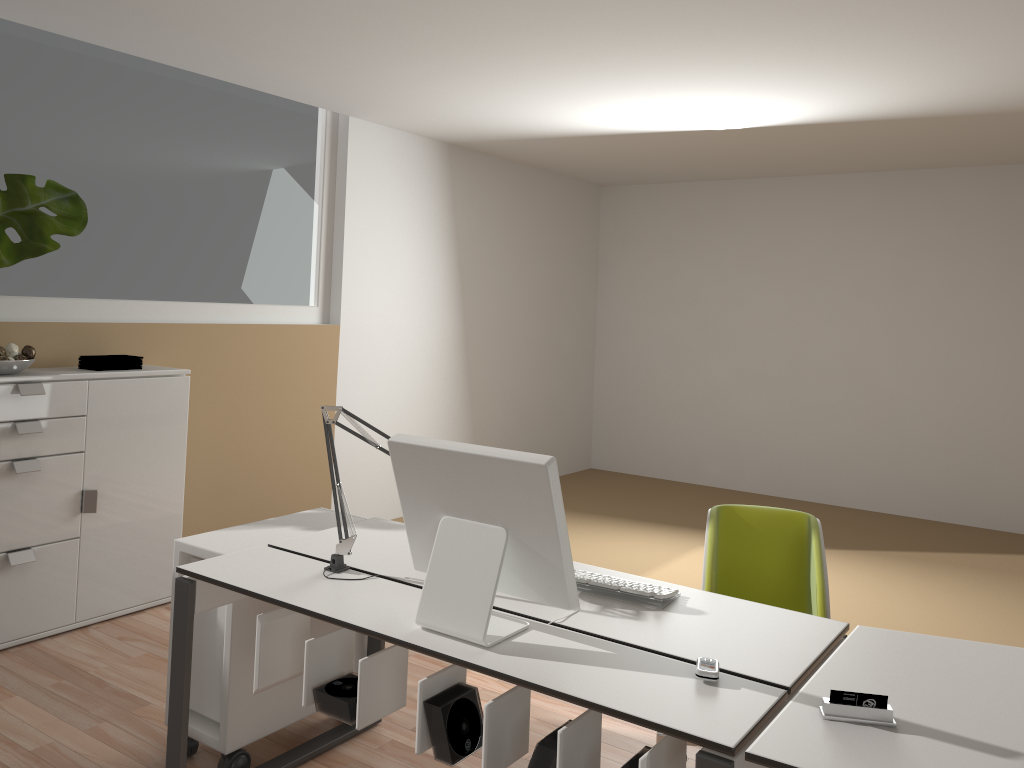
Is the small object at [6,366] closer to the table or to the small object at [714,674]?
the small object at [714,674]

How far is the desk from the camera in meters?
1.8

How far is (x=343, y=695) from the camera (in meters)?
2.18

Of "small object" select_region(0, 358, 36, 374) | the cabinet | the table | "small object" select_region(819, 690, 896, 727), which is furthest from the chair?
"small object" select_region(0, 358, 36, 374)

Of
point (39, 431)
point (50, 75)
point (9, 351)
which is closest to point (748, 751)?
point (39, 431)

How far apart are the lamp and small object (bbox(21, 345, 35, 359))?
1.9 meters

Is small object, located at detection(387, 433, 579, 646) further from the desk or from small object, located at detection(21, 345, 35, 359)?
small object, located at detection(21, 345, 35, 359)

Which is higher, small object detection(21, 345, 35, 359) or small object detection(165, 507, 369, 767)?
small object detection(21, 345, 35, 359)

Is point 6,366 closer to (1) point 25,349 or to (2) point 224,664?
(1) point 25,349

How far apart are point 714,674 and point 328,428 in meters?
1.3
